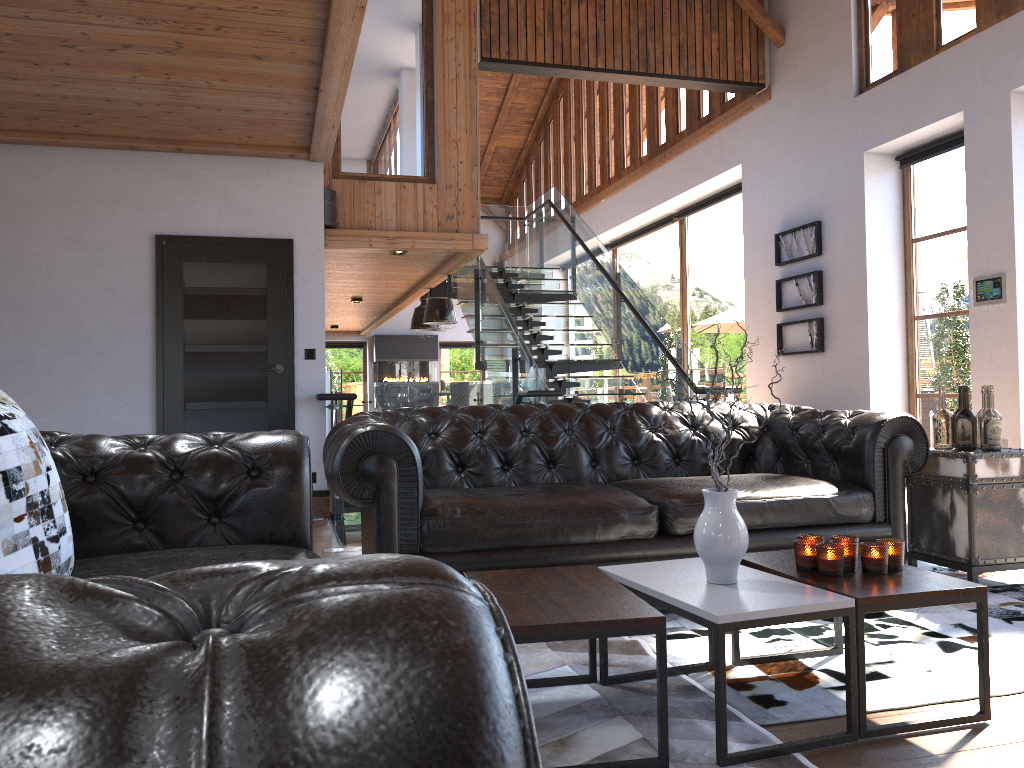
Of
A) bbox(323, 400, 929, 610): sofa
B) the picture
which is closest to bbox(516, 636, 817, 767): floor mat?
bbox(323, 400, 929, 610): sofa

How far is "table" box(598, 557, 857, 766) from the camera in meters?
2.1

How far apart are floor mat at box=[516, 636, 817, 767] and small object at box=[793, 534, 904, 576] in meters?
0.4

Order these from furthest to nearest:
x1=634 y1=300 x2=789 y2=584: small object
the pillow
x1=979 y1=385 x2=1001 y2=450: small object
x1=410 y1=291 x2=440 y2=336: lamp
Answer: x1=410 y1=291 x2=440 y2=336: lamp
x1=979 y1=385 x2=1001 y2=450: small object
x1=634 y1=300 x2=789 y2=584: small object
the pillow

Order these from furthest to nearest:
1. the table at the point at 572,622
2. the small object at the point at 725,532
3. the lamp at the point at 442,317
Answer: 1. the lamp at the point at 442,317
2. the small object at the point at 725,532
3. the table at the point at 572,622

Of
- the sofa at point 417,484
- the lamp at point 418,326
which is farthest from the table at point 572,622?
the lamp at point 418,326

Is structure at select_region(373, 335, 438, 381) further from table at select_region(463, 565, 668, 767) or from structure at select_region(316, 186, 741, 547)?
table at select_region(463, 565, 668, 767)

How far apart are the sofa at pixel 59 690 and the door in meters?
4.0 m

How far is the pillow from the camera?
1.5m

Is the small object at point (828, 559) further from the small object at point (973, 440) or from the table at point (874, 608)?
the small object at point (973, 440)
